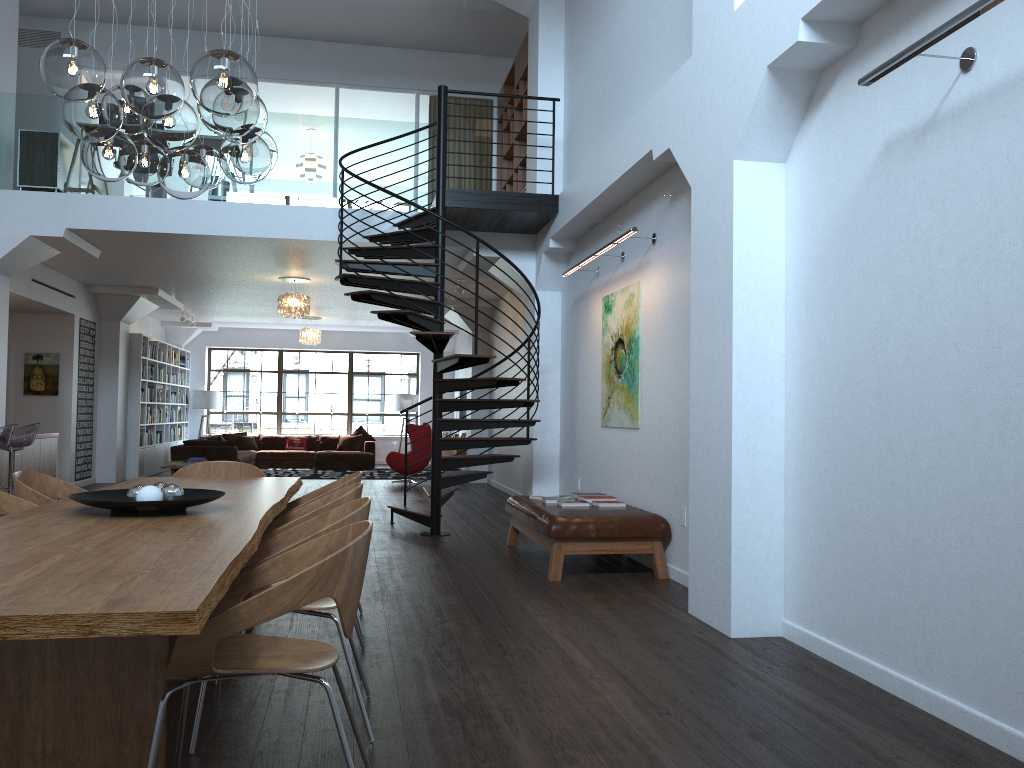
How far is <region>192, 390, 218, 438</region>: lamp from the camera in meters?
18.9 m

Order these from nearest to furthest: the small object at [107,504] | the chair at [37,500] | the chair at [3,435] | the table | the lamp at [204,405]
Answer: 1. the table
2. the small object at [107,504]
3. the chair at [37,500]
4. the chair at [3,435]
5. the lamp at [204,405]

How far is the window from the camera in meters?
19.9 m

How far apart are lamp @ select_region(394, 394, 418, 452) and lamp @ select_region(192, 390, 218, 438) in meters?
3.9 m

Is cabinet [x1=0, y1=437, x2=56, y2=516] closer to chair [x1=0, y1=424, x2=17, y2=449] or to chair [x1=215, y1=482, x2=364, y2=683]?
chair [x1=0, y1=424, x2=17, y2=449]

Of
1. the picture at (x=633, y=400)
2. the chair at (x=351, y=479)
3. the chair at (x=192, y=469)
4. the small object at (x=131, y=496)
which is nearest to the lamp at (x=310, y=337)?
Result: the picture at (x=633, y=400)

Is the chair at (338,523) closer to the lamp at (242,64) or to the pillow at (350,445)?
the lamp at (242,64)

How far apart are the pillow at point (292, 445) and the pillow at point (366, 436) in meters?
1.1

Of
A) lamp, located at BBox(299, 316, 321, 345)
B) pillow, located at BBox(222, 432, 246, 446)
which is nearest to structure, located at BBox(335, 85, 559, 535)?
lamp, located at BBox(299, 316, 321, 345)

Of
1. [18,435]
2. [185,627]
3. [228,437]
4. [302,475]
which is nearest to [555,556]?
[185,627]
